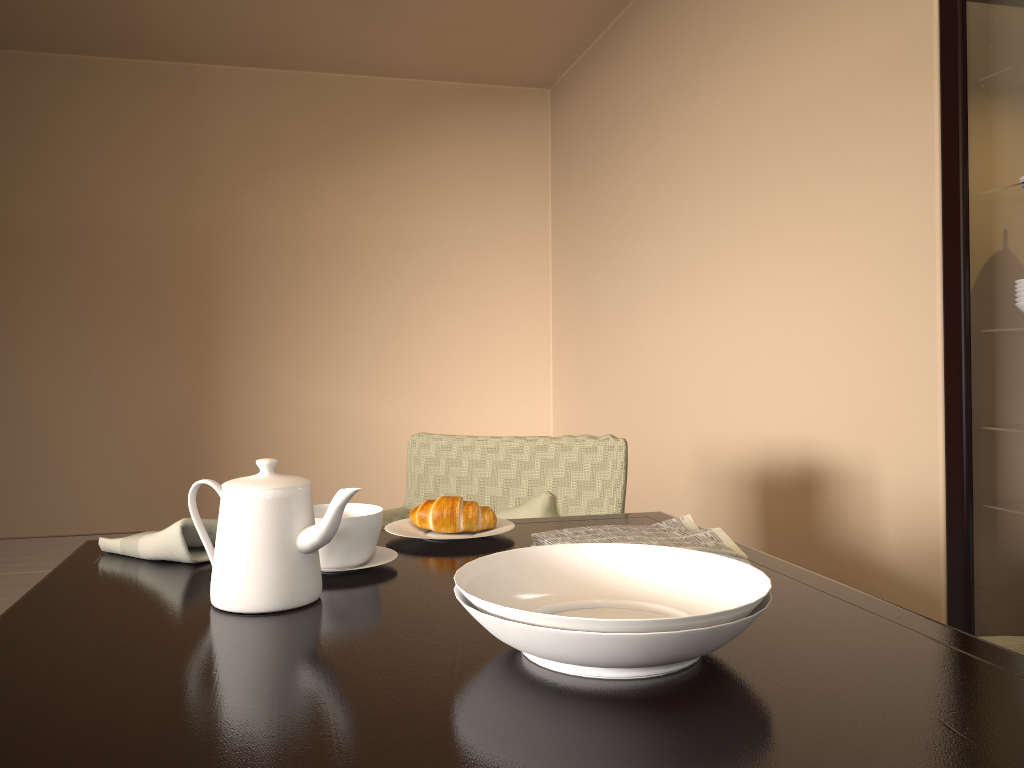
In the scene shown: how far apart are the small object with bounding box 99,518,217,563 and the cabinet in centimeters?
169cm

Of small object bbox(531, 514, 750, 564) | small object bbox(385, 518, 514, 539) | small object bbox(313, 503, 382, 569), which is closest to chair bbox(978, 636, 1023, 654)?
small object bbox(531, 514, 750, 564)

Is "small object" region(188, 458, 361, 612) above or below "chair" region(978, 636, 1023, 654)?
above

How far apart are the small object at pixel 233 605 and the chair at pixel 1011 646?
0.8 meters

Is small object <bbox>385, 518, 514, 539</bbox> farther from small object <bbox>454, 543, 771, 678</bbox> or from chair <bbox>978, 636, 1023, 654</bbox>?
chair <bbox>978, 636, 1023, 654</bbox>

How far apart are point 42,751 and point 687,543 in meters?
0.7

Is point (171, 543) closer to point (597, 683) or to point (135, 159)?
point (597, 683)

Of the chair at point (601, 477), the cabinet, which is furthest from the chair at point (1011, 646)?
the cabinet

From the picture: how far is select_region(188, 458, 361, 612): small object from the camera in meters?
0.9

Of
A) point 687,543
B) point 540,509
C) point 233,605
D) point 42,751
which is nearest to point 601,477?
point 540,509
